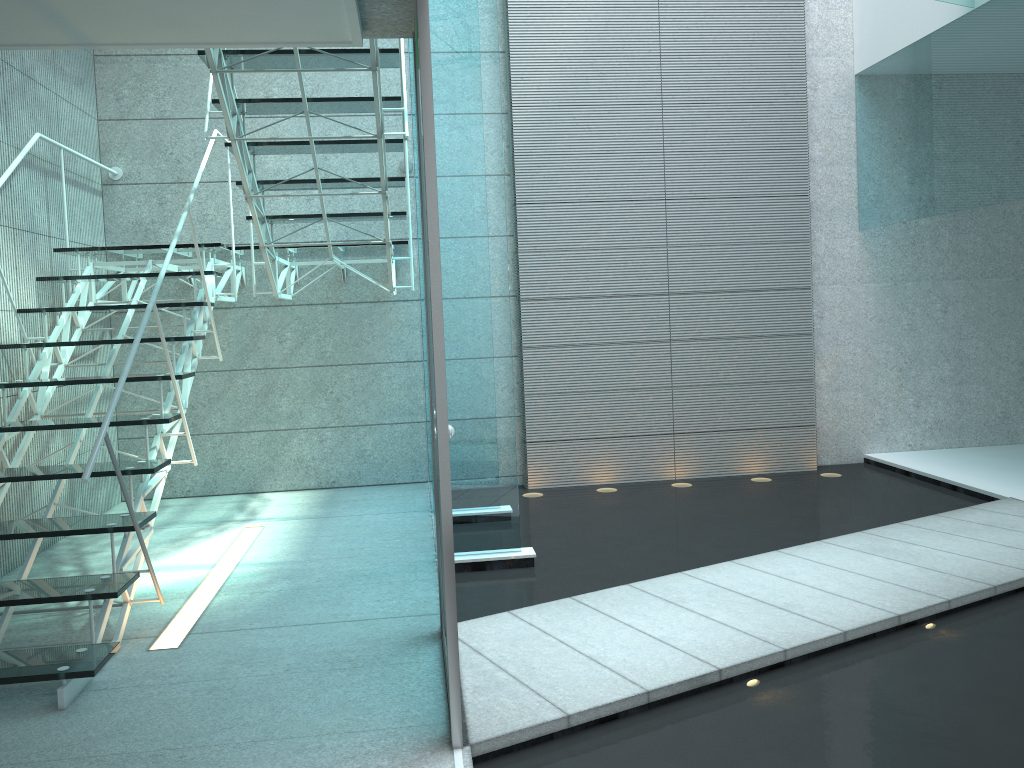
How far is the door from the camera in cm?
215

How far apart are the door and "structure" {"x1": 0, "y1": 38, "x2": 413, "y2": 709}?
0.73m

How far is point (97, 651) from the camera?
2.8m

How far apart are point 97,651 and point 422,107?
1.9 meters

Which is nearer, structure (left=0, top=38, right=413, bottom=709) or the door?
the door

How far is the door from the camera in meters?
2.1

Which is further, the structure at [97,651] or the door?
the structure at [97,651]

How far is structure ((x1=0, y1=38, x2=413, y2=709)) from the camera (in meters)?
2.75

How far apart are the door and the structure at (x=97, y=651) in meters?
0.7
